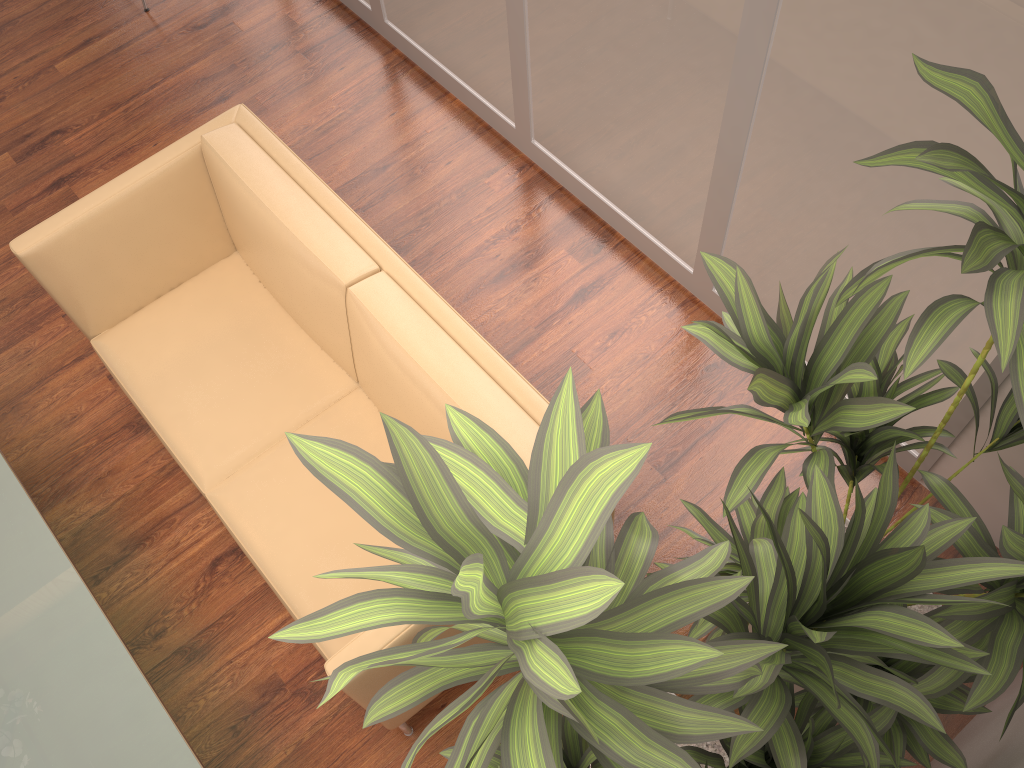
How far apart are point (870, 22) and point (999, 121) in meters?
0.8 m

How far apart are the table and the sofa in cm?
40

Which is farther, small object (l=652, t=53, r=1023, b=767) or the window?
the window

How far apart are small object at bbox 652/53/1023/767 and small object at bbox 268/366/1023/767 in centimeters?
2cm

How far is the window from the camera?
2.1m

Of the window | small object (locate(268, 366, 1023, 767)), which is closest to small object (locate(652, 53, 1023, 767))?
small object (locate(268, 366, 1023, 767))

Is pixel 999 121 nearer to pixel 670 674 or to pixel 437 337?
pixel 670 674

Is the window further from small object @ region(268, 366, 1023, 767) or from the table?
the table

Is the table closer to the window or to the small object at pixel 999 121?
the small object at pixel 999 121

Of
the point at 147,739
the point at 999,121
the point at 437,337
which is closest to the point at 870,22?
the point at 999,121
